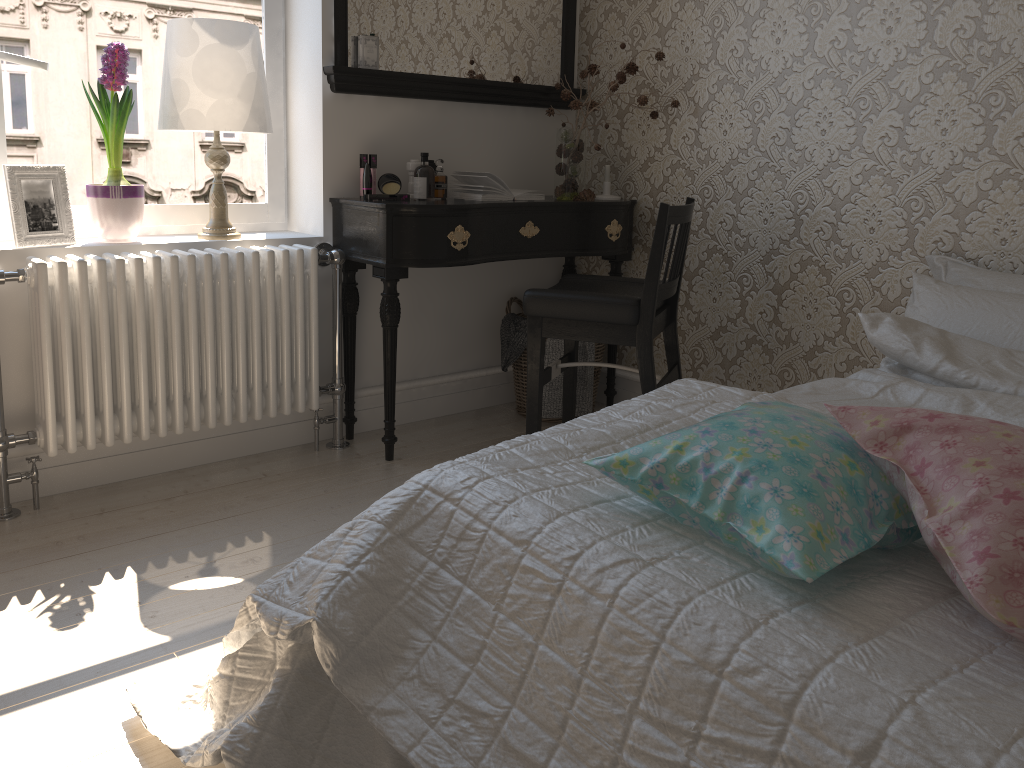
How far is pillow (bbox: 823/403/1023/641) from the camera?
0.9m

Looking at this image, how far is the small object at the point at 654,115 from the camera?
3.08m

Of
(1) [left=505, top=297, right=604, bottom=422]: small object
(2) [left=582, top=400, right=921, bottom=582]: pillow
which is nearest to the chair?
(1) [left=505, top=297, right=604, bottom=422]: small object

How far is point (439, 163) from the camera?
2.92m

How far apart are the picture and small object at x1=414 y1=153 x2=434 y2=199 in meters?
1.0 m

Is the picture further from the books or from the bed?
the bed

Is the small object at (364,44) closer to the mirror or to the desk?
the mirror

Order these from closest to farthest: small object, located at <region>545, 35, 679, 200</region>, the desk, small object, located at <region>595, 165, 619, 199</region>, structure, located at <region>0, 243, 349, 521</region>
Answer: structure, located at <region>0, 243, 349, 521</region>, the desk, small object, located at <region>545, 35, 679, 200</region>, small object, located at <region>595, 165, 619, 199</region>

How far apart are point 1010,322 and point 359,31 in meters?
2.1

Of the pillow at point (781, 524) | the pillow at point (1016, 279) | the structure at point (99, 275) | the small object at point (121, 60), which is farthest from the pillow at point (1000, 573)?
the small object at point (121, 60)
